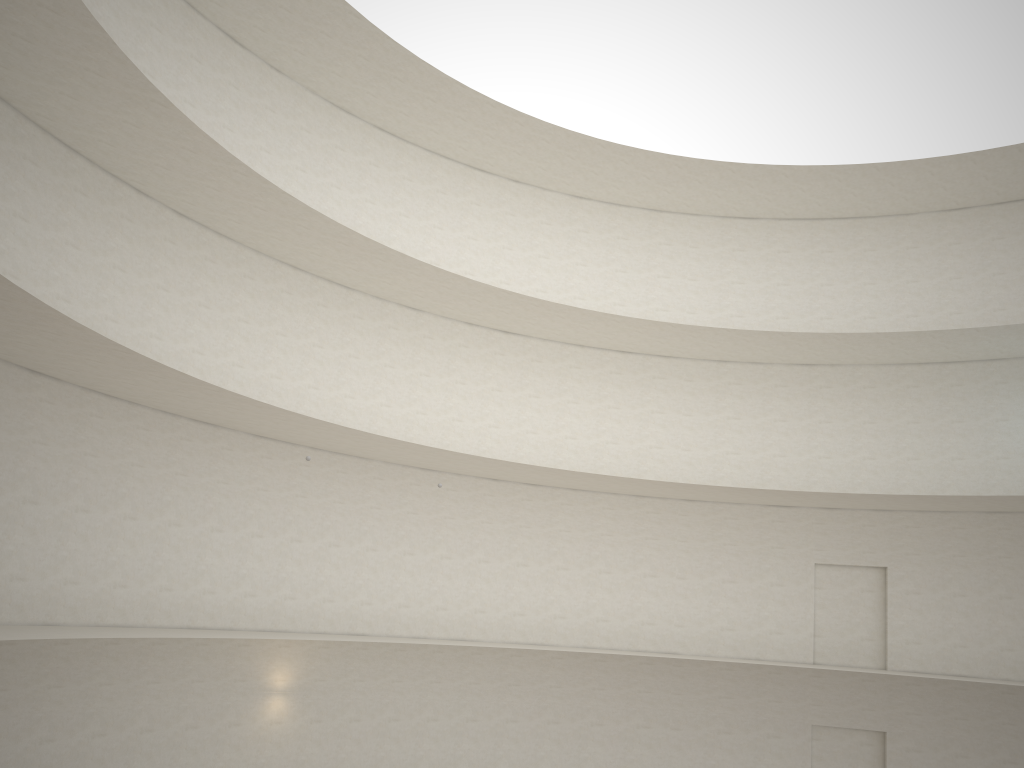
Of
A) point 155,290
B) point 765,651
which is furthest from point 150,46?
point 765,651

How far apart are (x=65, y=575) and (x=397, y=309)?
10.11m
